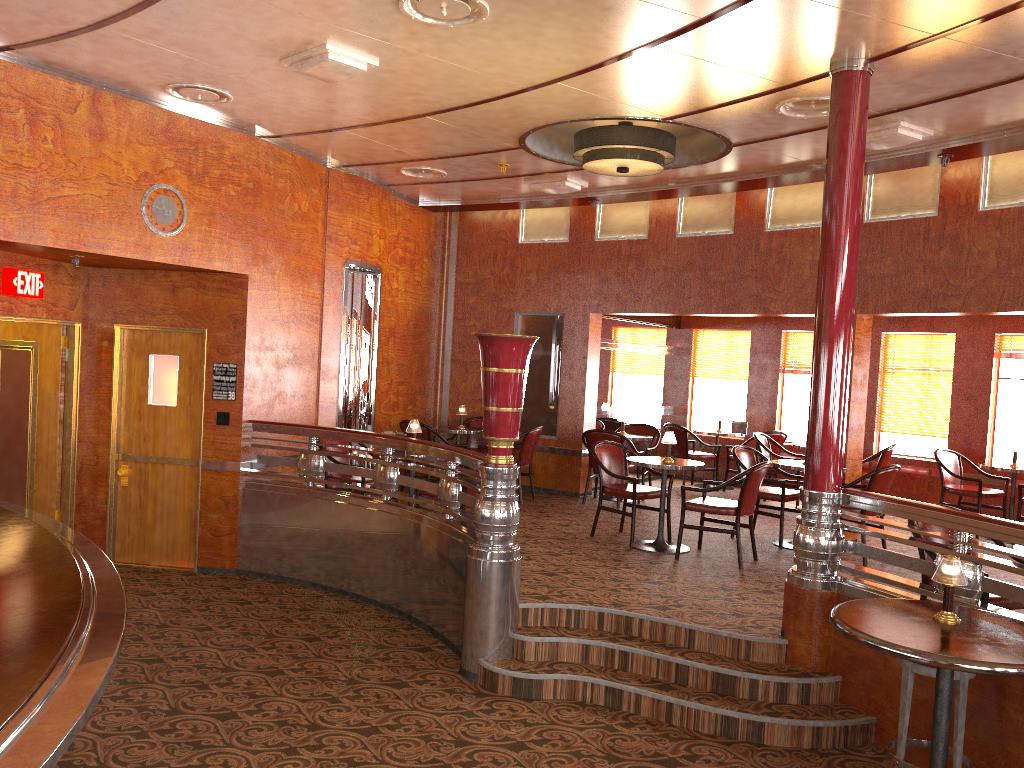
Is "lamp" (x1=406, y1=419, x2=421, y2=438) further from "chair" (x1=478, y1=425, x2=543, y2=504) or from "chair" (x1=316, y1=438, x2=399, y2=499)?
"chair" (x1=478, y1=425, x2=543, y2=504)

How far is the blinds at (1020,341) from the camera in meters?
9.3 m

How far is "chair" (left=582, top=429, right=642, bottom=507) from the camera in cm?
921

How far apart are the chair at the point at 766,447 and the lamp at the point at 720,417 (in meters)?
0.99

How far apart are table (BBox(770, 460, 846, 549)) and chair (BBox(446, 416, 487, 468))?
3.7m

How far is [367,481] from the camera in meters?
7.1 m

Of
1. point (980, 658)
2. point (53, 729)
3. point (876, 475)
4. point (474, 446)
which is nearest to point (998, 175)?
point (876, 475)

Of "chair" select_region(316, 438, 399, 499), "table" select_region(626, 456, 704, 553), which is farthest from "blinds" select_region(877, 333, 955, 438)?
"chair" select_region(316, 438, 399, 499)

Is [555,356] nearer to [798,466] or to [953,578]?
[798,466]

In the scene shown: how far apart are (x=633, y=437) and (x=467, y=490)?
3.6m
